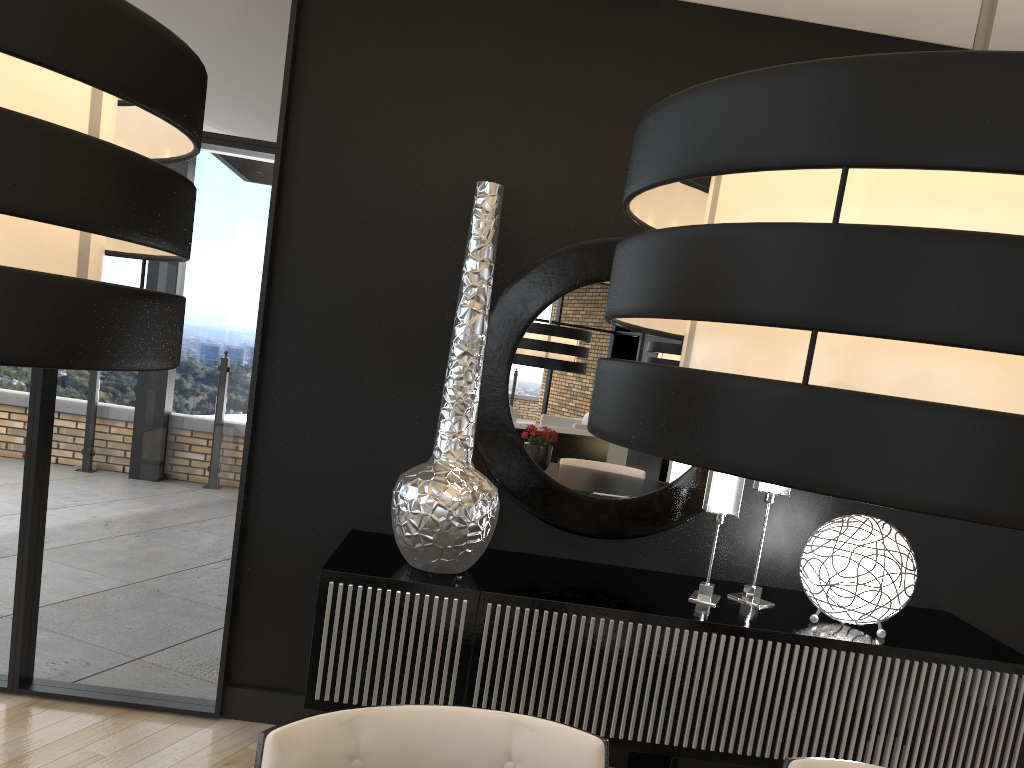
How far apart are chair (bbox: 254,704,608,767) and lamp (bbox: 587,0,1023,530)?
0.93m

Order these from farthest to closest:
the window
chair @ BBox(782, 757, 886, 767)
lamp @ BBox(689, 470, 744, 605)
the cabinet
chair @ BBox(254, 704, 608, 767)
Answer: the window, lamp @ BBox(689, 470, 744, 605), the cabinet, chair @ BBox(782, 757, 886, 767), chair @ BBox(254, 704, 608, 767)

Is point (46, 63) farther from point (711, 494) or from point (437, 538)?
point (711, 494)

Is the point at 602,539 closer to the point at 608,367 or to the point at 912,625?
the point at 912,625

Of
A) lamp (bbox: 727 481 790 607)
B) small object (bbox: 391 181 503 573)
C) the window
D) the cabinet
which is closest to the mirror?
the cabinet

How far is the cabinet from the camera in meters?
2.6

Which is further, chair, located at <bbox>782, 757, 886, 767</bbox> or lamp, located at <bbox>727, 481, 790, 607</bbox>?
lamp, located at <bbox>727, 481, 790, 607</bbox>

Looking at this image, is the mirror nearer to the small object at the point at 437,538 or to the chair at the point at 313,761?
the small object at the point at 437,538

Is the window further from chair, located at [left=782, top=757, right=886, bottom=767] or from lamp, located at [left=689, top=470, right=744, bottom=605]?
chair, located at [left=782, top=757, right=886, bottom=767]

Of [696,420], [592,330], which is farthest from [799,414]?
[592,330]
